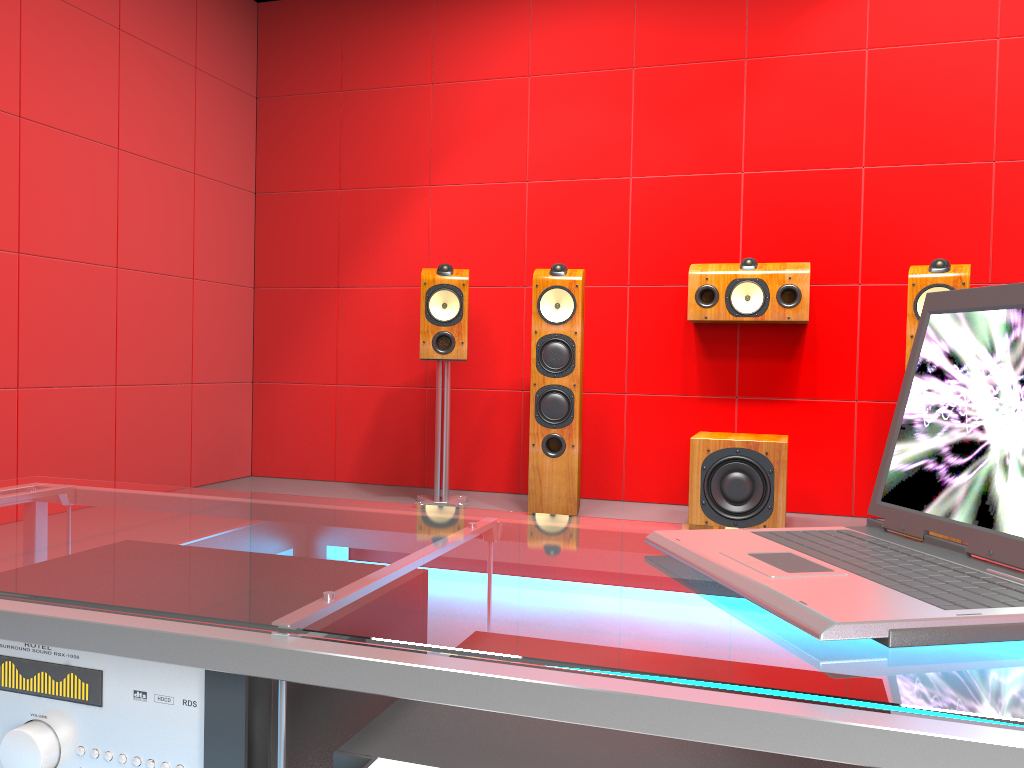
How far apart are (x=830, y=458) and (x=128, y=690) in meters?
3.5 m

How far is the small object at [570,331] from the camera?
3.63m

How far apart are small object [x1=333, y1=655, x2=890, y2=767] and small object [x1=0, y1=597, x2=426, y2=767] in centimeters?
6cm

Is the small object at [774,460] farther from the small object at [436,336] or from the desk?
the desk

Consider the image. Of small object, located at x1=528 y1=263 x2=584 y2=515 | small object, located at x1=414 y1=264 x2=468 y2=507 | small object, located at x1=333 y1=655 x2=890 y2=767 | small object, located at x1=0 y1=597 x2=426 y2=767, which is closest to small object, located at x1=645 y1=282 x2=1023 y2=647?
small object, located at x1=333 y1=655 x2=890 y2=767

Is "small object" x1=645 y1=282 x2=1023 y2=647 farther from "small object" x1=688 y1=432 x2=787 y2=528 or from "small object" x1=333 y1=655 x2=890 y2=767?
"small object" x1=688 y1=432 x2=787 y2=528

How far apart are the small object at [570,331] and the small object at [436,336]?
0.33m

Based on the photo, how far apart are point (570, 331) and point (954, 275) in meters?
1.4

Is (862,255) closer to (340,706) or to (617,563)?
(617,563)

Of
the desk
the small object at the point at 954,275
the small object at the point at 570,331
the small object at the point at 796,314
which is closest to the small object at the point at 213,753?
the desk
